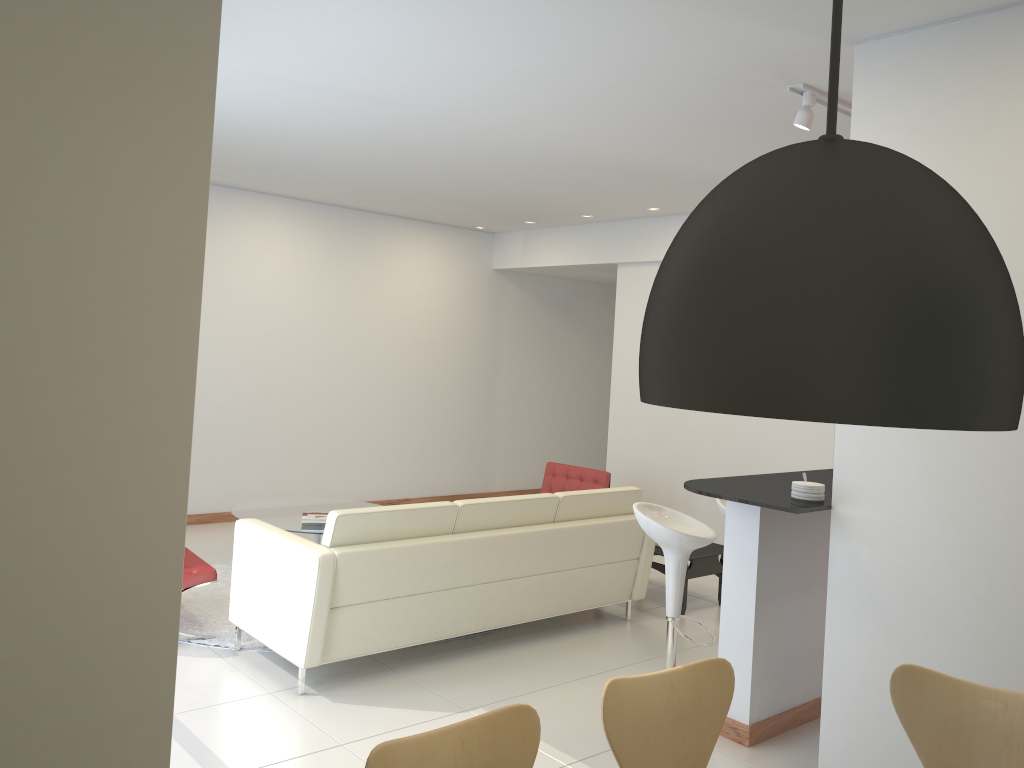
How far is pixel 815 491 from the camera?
3.9 meters

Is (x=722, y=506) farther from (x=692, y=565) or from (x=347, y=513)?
(x=347, y=513)

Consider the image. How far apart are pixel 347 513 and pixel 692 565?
2.92m

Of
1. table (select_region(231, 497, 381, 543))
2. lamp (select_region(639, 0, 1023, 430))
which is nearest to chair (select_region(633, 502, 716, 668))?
table (select_region(231, 497, 381, 543))

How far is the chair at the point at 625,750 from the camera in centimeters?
247cm

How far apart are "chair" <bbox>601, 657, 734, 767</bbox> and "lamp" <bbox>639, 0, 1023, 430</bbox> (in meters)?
1.28

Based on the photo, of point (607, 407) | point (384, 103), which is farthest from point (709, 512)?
point (384, 103)

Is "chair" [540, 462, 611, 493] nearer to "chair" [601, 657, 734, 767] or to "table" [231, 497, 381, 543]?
"table" [231, 497, 381, 543]

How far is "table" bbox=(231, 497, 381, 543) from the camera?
6.6m

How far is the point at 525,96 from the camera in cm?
482
